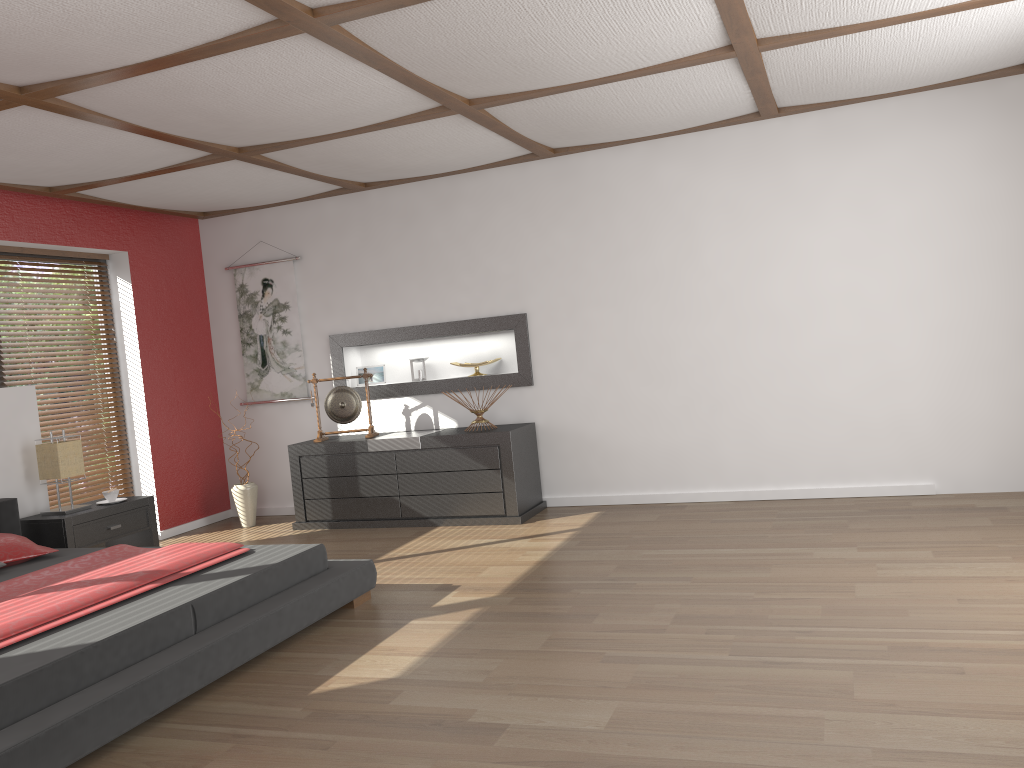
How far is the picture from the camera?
6.9m

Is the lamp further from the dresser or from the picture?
the picture

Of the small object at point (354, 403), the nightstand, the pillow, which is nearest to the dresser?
the small object at point (354, 403)

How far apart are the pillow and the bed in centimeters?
4cm

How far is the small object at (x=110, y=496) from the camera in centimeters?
551cm

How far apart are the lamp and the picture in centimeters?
178cm

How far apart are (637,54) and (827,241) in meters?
2.2 m

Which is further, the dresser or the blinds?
the blinds

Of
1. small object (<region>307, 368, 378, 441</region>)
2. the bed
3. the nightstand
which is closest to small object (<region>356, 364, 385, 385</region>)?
small object (<region>307, 368, 378, 441</region>)

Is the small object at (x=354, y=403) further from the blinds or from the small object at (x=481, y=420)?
the blinds
